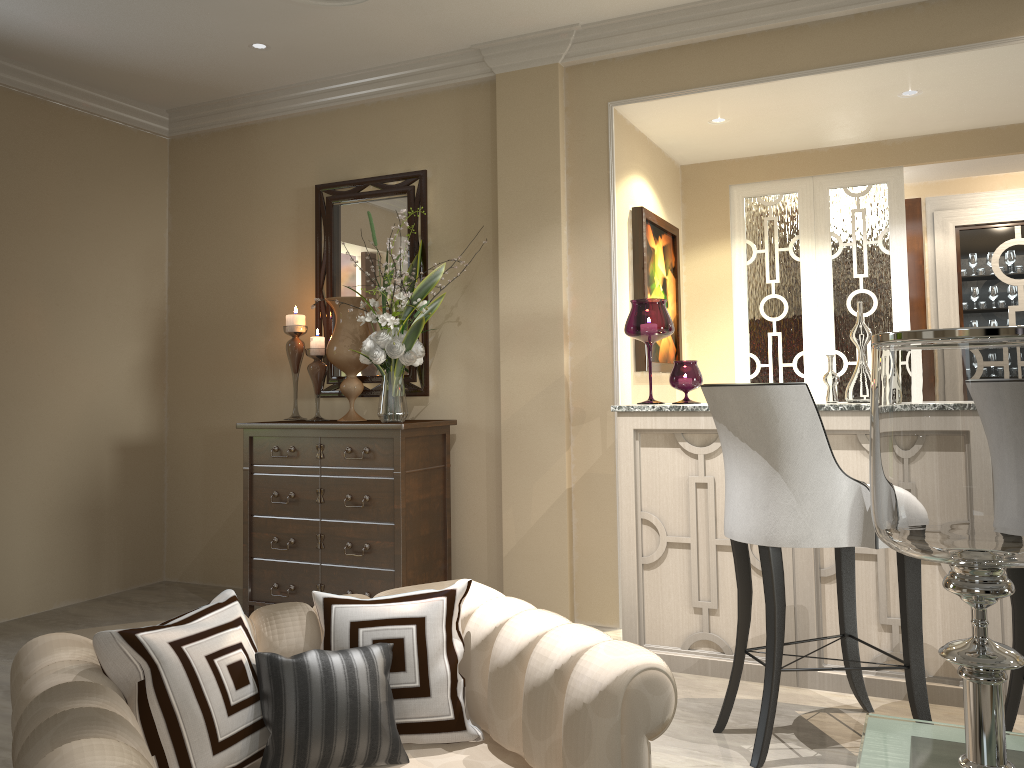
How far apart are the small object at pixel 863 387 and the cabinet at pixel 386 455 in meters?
1.6

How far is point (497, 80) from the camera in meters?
3.7

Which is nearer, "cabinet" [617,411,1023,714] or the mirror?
"cabinet" [617,411,1023,714]

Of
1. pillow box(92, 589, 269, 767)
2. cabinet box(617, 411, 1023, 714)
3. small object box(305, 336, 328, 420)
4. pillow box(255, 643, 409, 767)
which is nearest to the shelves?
cabinet box(617, 411, 1023, 714)

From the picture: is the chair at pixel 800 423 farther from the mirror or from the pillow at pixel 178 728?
the mirror

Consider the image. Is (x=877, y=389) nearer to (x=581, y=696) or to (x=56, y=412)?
(x=581, y=696)

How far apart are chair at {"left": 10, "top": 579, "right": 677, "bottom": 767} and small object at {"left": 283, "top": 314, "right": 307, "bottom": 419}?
2.32m

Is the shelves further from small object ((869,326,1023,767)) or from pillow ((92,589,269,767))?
pillow ((92,589,269,767))

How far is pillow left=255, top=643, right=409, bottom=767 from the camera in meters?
1.3

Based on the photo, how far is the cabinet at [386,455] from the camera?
3.4m
